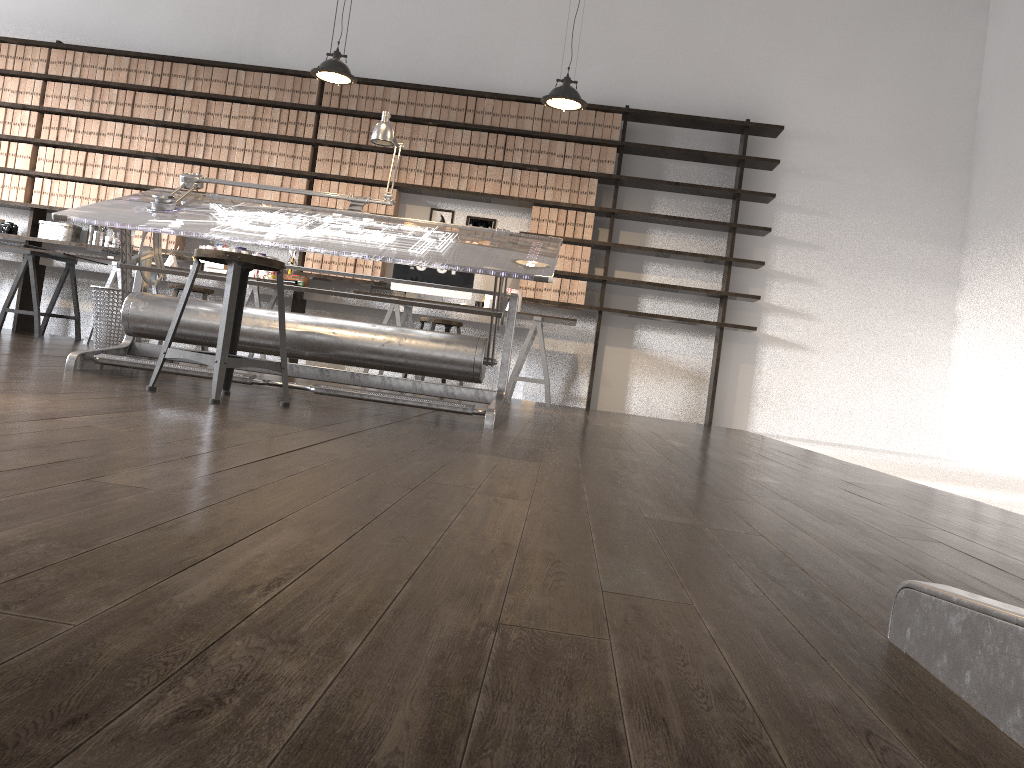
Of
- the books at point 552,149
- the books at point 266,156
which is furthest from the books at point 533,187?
the books at point 266,156

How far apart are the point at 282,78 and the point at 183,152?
1.0m

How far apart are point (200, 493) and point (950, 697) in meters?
1.0 m

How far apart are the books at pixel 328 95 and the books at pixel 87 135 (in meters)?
1.98

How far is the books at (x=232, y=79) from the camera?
7.2m

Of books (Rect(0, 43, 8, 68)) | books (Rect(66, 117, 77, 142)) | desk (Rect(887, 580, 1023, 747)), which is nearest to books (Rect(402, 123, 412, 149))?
books (Rect(66, 117, 77, 142))

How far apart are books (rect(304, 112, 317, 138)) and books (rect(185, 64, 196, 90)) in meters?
1.0 m

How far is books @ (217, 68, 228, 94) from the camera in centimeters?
721cm

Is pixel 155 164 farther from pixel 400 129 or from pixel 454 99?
pixel 454 99

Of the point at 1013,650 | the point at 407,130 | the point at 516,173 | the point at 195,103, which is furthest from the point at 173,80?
the point at 1013,650
